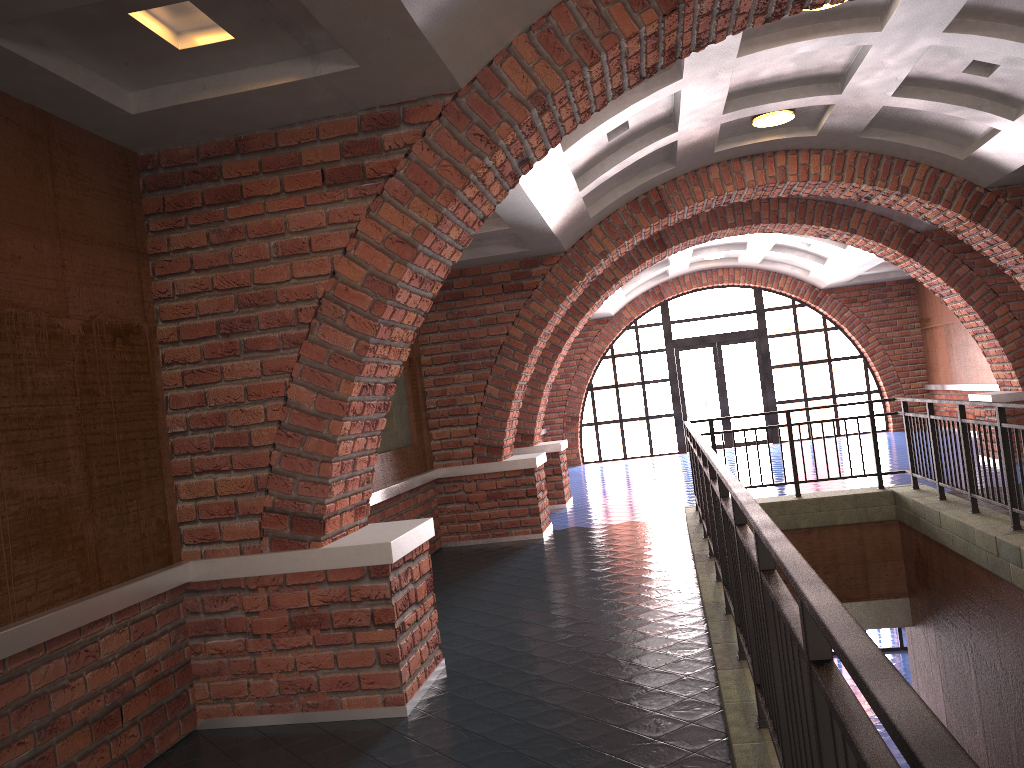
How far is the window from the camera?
18.4 meters

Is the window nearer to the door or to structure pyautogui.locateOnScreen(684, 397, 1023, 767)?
the door

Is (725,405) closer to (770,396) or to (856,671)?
(770,396)

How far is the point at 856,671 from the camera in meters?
1.2

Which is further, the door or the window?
the door

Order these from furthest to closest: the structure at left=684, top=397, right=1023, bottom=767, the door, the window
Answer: the door < the window < the structure at left=684, top=397, right=1023, bottom=767

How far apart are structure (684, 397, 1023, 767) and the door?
9.27m

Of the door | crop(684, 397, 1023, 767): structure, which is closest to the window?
the door

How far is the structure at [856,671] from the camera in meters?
1.2 m

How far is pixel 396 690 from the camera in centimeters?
440cm
